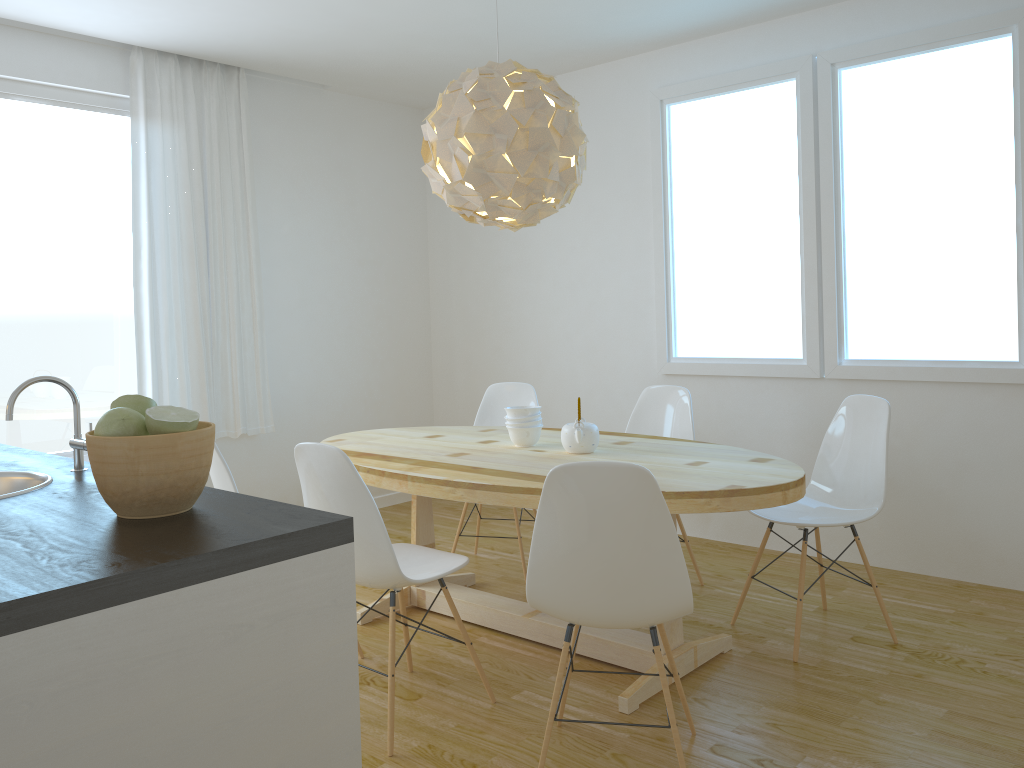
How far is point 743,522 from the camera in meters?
4.7 m

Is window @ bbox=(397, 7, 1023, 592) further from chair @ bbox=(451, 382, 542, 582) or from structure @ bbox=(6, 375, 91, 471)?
structure @ bbox=(6, 375, 91, 471)

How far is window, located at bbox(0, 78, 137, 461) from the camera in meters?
4.3 m

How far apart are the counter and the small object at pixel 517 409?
Answer: 1.77m

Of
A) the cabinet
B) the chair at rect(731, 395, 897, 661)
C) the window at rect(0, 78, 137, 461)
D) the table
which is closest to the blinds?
the window at rect(0, 78, 137, 461)

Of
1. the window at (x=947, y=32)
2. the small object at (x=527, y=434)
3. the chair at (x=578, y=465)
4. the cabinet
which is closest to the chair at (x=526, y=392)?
the window at (x=947, y=32)

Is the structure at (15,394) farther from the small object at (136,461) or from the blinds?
the blinds

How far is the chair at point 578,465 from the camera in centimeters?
218cm

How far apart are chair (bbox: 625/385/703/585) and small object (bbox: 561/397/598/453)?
0.8m

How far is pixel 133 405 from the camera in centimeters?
153cm
